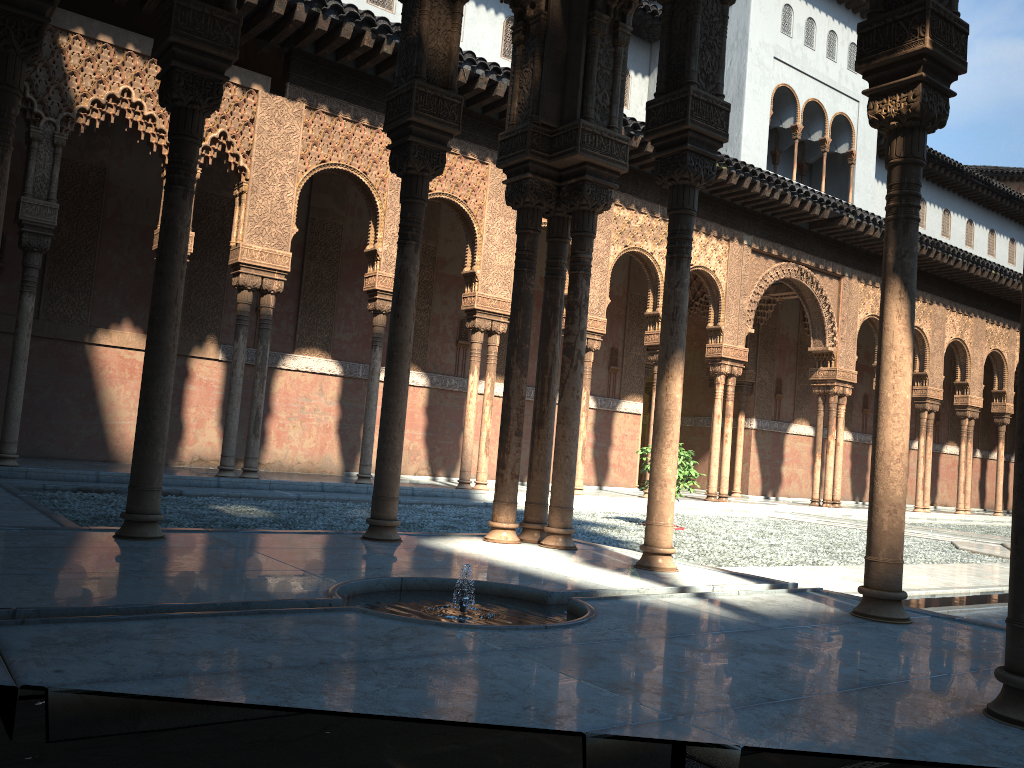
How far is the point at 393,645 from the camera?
3.09m
